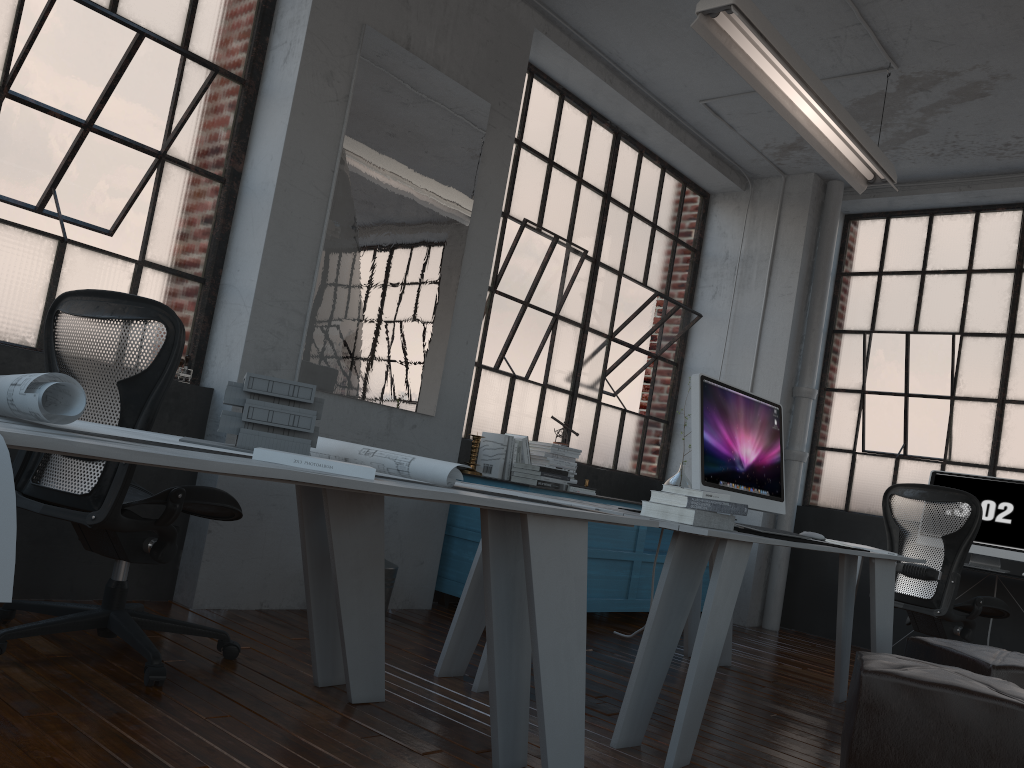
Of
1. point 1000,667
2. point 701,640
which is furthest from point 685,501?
point 1000,667

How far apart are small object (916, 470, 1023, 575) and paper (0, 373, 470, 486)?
4.16m

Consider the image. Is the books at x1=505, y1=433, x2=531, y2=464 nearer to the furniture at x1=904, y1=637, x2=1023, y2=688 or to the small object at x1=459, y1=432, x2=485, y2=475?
the small object at x1=459, y1=432, x2=485, y2=475

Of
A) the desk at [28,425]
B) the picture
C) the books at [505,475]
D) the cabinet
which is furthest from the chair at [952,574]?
the desk at [28,425]

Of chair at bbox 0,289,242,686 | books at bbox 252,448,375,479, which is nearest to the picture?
chair at bbox 0,289,242,686

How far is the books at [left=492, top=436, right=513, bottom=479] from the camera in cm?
479

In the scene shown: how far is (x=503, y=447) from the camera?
4.77m

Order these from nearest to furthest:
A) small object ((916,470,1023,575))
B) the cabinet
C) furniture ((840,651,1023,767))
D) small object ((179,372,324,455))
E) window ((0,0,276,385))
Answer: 1. small object ((179,372,324,455))
2. furniture ((840,651,1023,767))
3. window ((0,0,276,385))
4. the cabinet
5. small object ((916,470,1023,575))

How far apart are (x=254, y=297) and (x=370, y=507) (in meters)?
1.44

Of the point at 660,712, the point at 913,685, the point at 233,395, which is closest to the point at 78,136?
the point at 233,395
